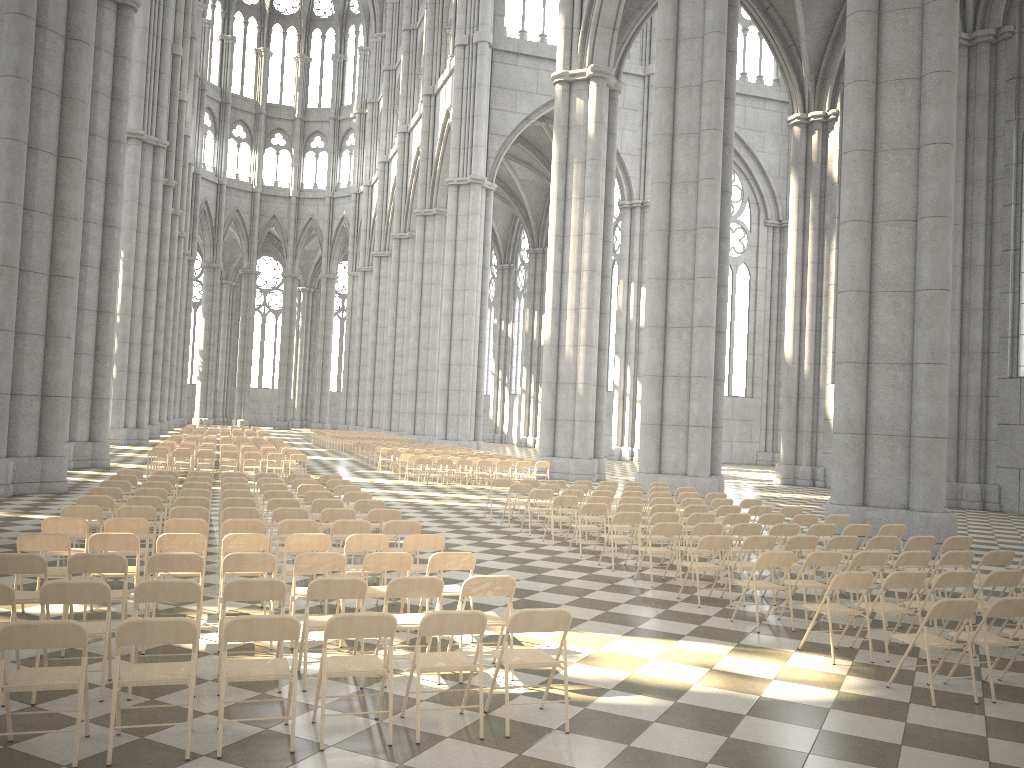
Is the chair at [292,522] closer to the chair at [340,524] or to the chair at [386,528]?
the chair at [340,524]

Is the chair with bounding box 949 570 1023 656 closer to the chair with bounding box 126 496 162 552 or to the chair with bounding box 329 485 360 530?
the chair with bounding box 329 485 360 530

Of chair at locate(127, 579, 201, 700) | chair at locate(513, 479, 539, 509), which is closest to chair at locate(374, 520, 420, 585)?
chair at locate(127, 579, 201, 700)

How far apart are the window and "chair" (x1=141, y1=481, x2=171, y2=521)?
23.0m

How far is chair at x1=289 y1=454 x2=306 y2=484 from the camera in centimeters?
2348cm

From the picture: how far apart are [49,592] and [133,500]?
5.8 meters

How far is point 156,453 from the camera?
22.42m

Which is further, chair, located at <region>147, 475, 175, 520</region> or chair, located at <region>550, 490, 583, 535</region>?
chair, located at <region>550, 490, 583, 535</region>

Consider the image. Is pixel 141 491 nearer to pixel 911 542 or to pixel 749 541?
pixel 749 541

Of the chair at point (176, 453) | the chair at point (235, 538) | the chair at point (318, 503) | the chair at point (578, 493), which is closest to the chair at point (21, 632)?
the chair at point (235, 538)
